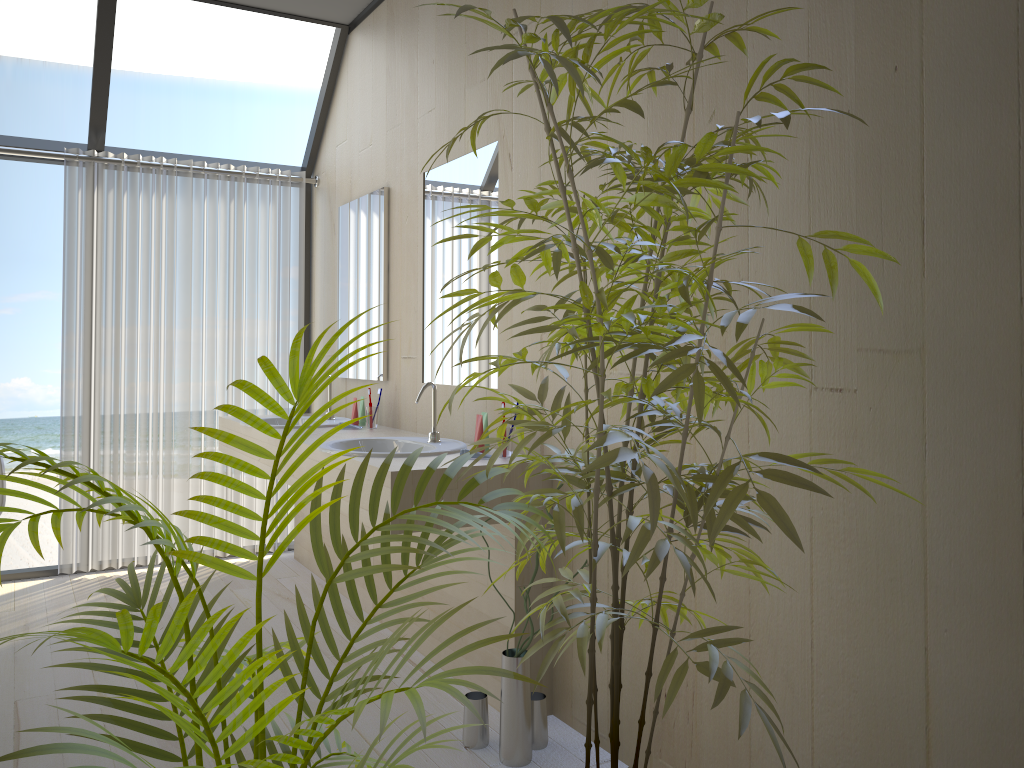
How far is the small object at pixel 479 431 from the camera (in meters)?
2.86

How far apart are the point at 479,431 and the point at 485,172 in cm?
94

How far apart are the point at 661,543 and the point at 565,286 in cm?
146

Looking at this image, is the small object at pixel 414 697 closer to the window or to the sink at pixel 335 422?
the sink at pixel 335 422

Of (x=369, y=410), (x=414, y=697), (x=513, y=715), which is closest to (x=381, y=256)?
(x=369, y=410)

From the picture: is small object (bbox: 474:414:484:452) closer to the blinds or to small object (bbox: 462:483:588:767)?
small object (bbox: 462:483:588:767)

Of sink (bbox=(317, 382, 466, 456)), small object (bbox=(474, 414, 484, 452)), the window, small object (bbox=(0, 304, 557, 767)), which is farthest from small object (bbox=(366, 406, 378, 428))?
small object (bbox=(0, 304, 557, 767))

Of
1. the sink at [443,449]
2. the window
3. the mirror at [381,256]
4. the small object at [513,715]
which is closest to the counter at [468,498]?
the sink at [443,449]

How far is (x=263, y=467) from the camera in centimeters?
376cm

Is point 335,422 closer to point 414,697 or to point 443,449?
point 443,449
